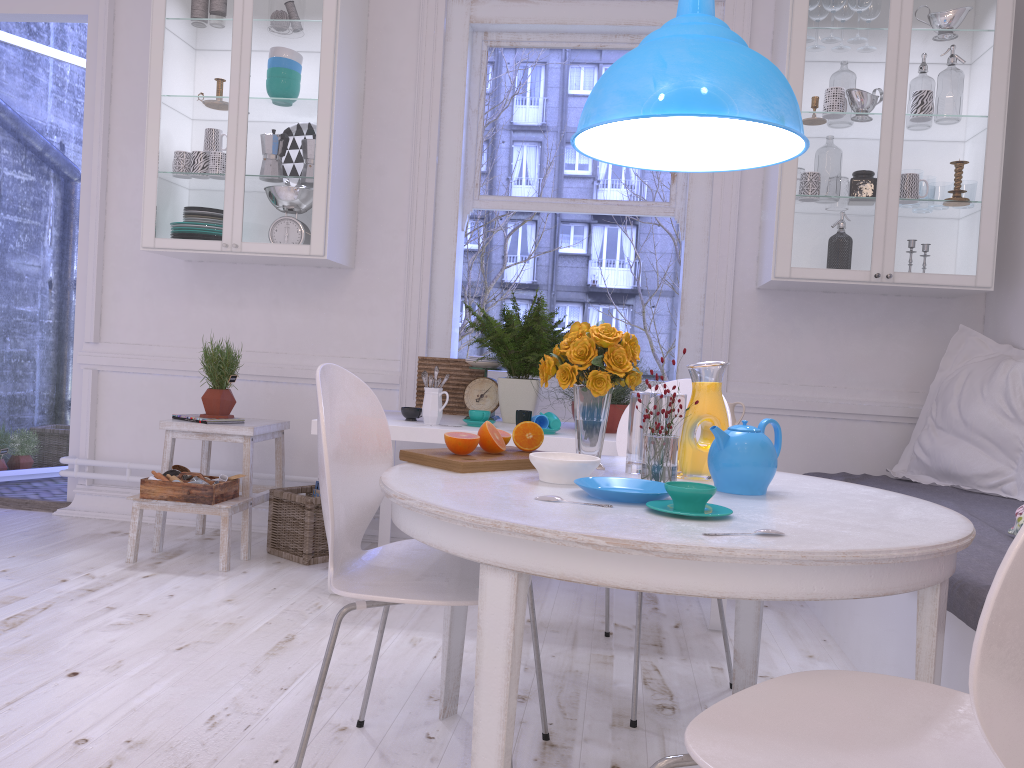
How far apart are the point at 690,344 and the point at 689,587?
2.7m

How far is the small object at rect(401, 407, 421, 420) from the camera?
3.2 meters

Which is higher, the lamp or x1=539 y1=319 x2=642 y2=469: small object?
the lamp

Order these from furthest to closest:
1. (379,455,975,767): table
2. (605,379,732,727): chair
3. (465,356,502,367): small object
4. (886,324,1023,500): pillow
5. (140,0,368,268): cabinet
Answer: (140,0,368,268): cabinet → (465,356,502,367): small object → (886,324,1023,500): pillow → (605,379,732,727): chair → (379,455,975,767): table

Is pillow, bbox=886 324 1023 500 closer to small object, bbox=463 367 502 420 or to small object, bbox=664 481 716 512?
small object, bbox=463 367 502 420

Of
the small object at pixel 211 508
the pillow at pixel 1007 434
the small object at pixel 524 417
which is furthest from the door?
the pillow at pixel 1007 434

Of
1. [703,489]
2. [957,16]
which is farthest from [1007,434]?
[703,489]

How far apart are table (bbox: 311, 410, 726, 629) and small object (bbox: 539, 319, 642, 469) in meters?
0.8

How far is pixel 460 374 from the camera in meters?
3.7

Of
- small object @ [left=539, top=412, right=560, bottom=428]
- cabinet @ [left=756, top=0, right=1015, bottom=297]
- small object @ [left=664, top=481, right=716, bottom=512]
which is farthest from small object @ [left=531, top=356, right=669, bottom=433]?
small object @ [left=664, top=481, right=716, bottom=512]
